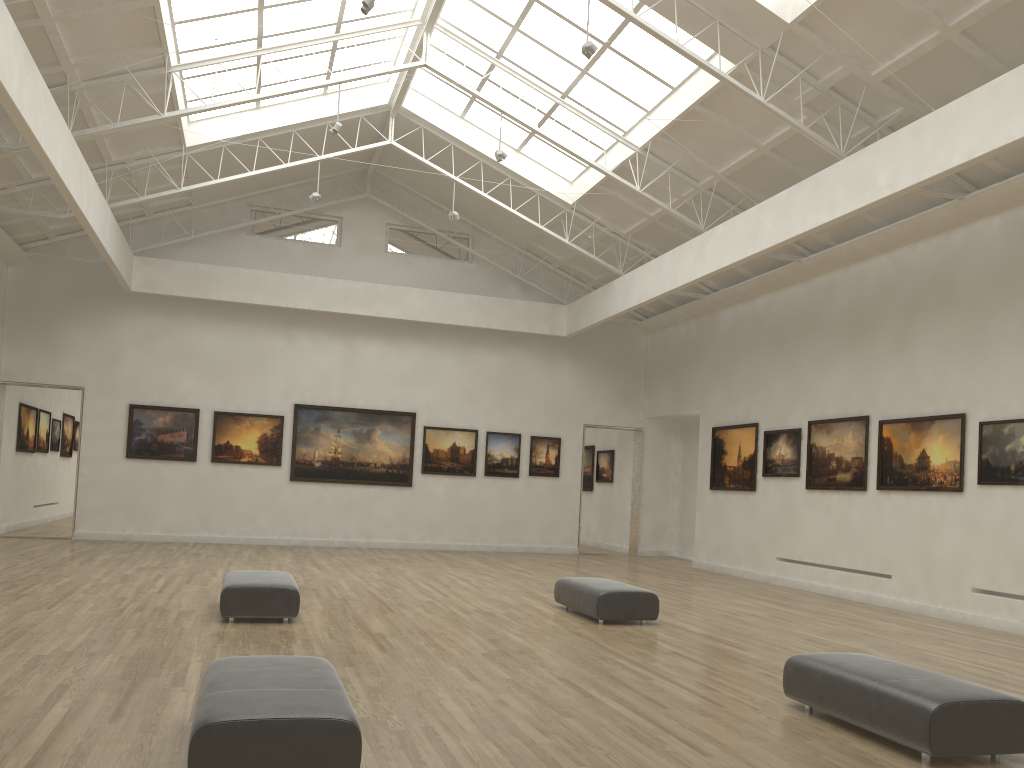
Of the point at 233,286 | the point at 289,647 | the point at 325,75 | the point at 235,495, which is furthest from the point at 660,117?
the point at 235,495
